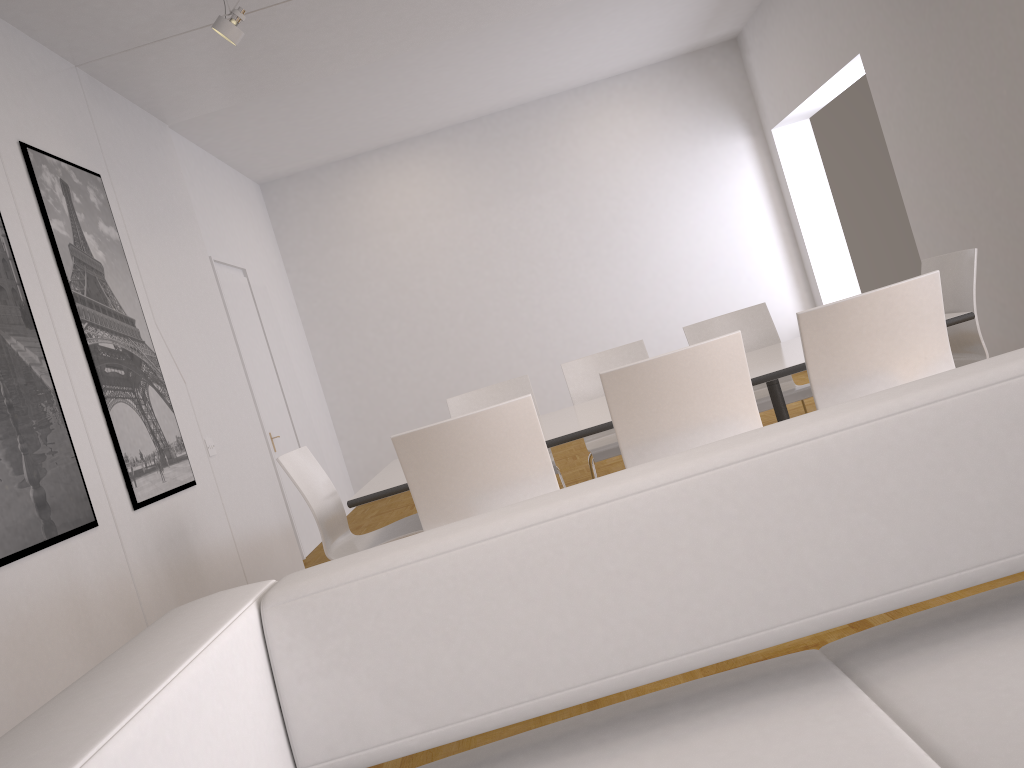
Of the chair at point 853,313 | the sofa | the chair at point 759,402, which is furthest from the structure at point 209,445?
the sofa

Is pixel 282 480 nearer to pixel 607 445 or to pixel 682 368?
pixel 607 445

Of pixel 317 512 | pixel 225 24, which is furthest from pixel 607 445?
pixel 225 24

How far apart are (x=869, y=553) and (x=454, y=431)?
1.78m

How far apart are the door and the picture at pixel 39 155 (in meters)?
2.03

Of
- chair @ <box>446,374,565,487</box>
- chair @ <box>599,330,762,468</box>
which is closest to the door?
chair @ <box>446,374,565,487</box>

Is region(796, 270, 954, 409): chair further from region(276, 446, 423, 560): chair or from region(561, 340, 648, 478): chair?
region(276, 446, 423, 560): chair

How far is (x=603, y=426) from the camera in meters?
3.3

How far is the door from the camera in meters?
6.9 m

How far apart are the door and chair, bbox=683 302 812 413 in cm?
356
